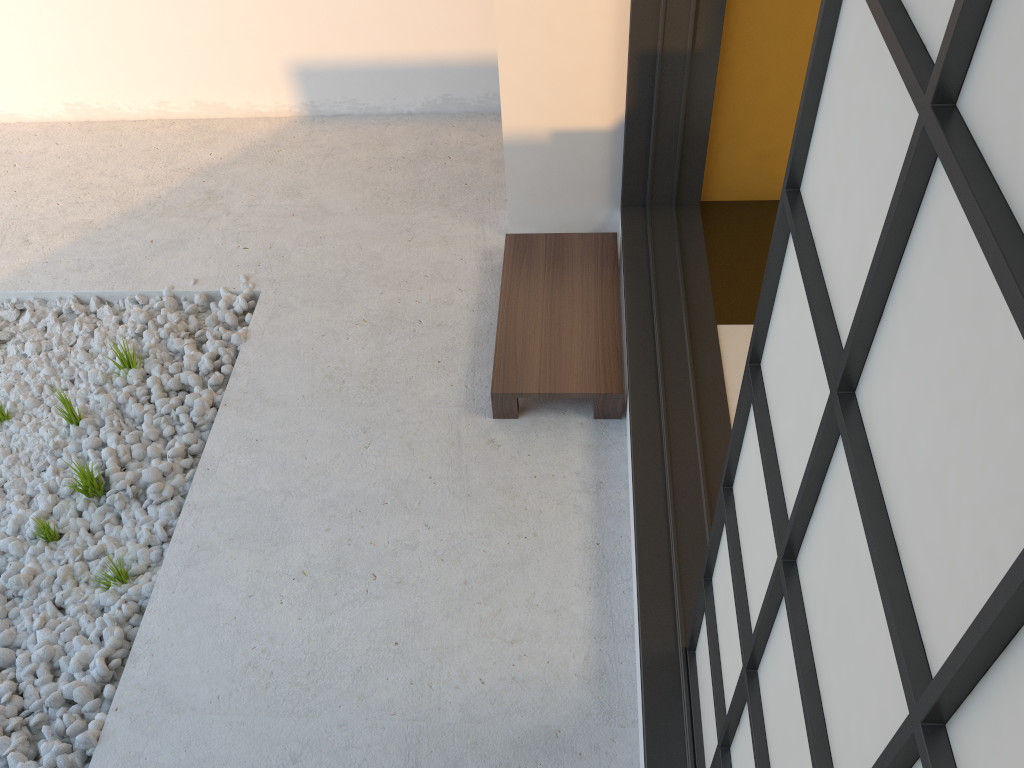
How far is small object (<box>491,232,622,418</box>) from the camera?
2.36m

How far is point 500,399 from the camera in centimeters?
236cm

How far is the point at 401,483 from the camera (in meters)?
2.27

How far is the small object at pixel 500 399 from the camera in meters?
2.4
